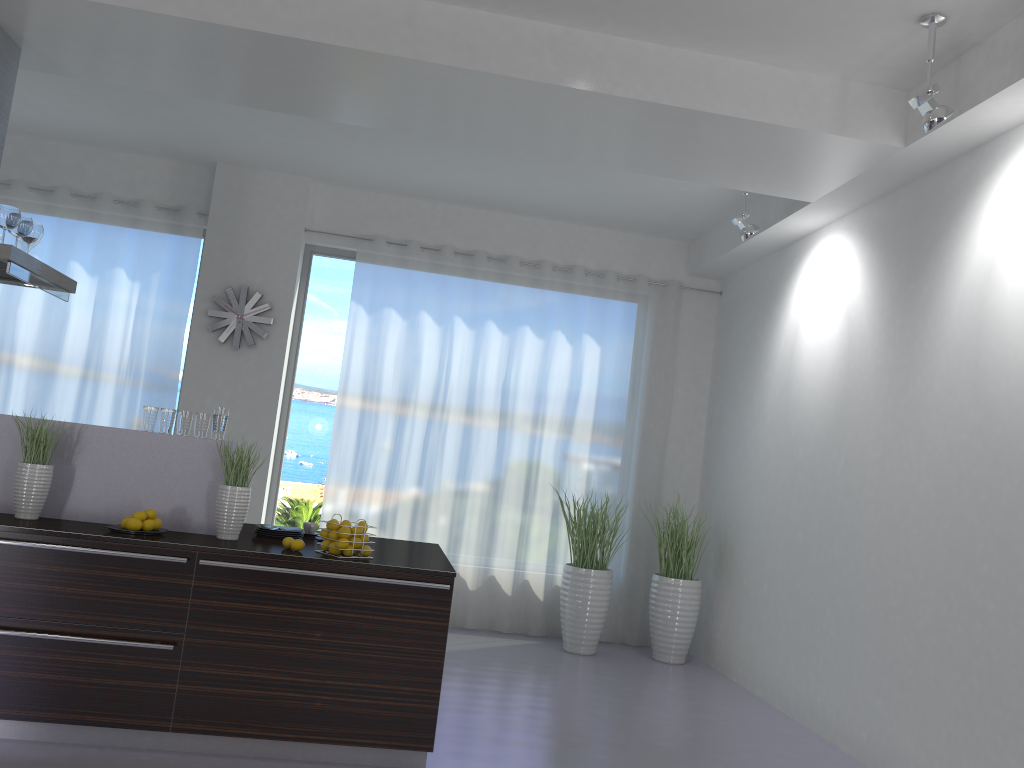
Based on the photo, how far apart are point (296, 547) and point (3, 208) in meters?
2.3

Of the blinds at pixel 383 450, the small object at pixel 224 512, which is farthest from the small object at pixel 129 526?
the blinds at pixel 383 450

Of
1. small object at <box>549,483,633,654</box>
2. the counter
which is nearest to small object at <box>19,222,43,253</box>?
the counter

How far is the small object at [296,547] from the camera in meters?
3.9

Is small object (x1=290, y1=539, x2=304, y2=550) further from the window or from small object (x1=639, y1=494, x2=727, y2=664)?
small object (x1=639, y1=494, x2=727, y2=664)

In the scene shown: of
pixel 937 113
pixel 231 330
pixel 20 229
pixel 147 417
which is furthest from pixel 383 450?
pixel 937 113

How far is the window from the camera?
7.3m

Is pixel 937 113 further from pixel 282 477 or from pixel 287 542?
pixel 282 477

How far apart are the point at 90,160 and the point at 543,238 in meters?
3.7

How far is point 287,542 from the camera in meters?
4.0 m
